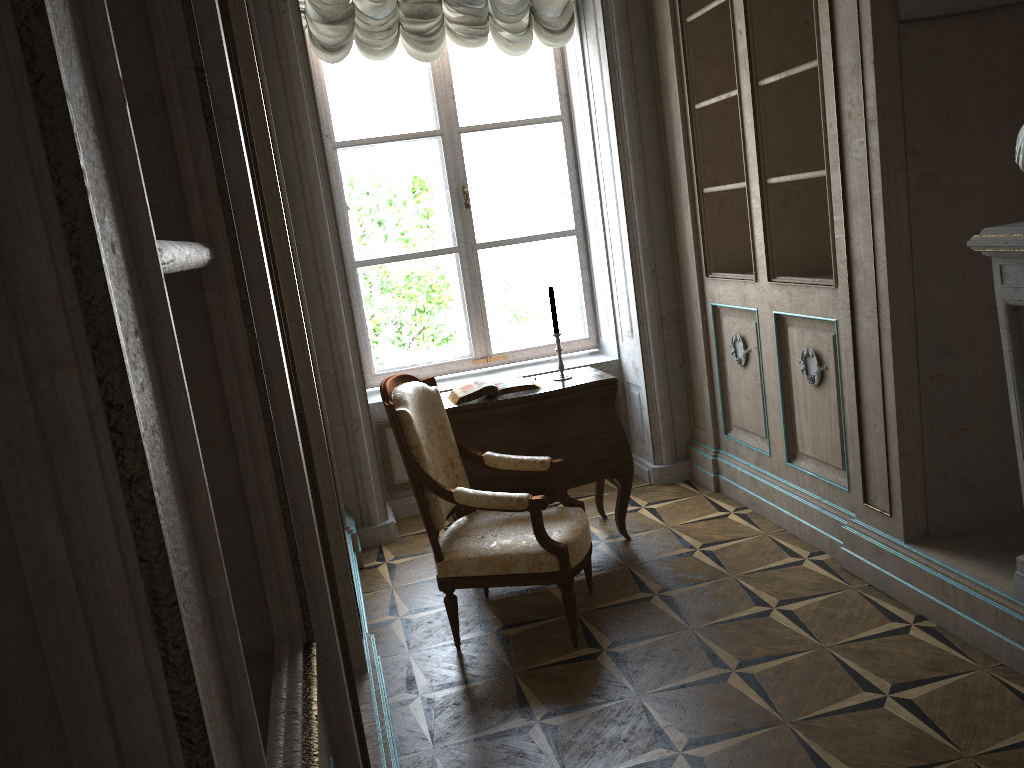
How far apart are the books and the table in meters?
0.0

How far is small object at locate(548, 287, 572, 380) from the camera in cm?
407

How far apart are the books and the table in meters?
0.0

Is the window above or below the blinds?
below

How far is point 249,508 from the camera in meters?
0.9 m

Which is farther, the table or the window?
the window

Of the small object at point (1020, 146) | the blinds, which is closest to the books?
the blinds

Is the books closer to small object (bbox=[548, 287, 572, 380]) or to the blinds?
small object (bbox=[548, 287, 572, 380])

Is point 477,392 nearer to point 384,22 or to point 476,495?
point 476,495

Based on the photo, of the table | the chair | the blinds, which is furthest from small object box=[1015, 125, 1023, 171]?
the blinds
